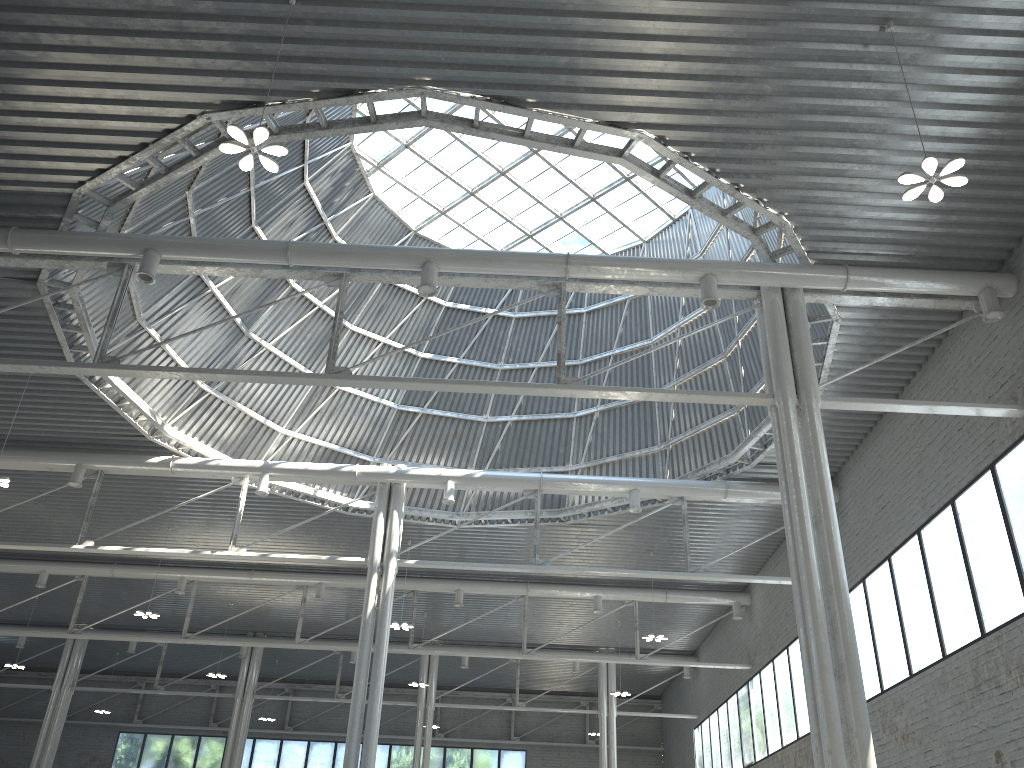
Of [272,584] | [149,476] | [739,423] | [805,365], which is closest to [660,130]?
[805,365]

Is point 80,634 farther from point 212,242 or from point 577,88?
point 577,88

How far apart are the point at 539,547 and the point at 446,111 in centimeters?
1976cm
